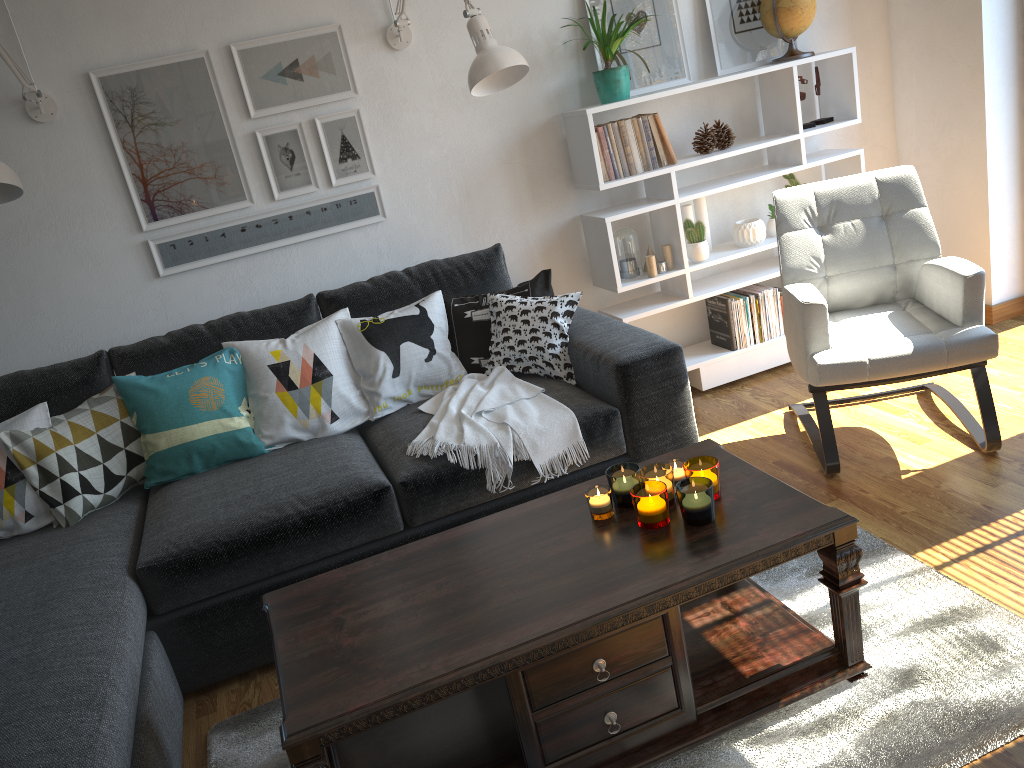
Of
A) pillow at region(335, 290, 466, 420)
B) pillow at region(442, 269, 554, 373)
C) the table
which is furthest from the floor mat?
pillow at region(442, 269, 554, 373)

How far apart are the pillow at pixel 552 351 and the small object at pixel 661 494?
1.0m

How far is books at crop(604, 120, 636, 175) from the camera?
3.3 meters

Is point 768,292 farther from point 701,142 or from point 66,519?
point 66,519

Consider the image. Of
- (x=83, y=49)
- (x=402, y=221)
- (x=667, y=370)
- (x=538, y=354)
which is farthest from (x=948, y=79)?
(x=83, y=49)

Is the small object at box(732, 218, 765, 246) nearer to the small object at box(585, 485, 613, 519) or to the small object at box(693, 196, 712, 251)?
the small object at box(693, 196, 712, 251)

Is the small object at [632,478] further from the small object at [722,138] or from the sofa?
the small object at [722,138]

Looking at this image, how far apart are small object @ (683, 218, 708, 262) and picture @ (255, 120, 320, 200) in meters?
1.4 m

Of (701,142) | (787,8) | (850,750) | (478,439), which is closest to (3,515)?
(478,439)

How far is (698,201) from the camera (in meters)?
3.65
